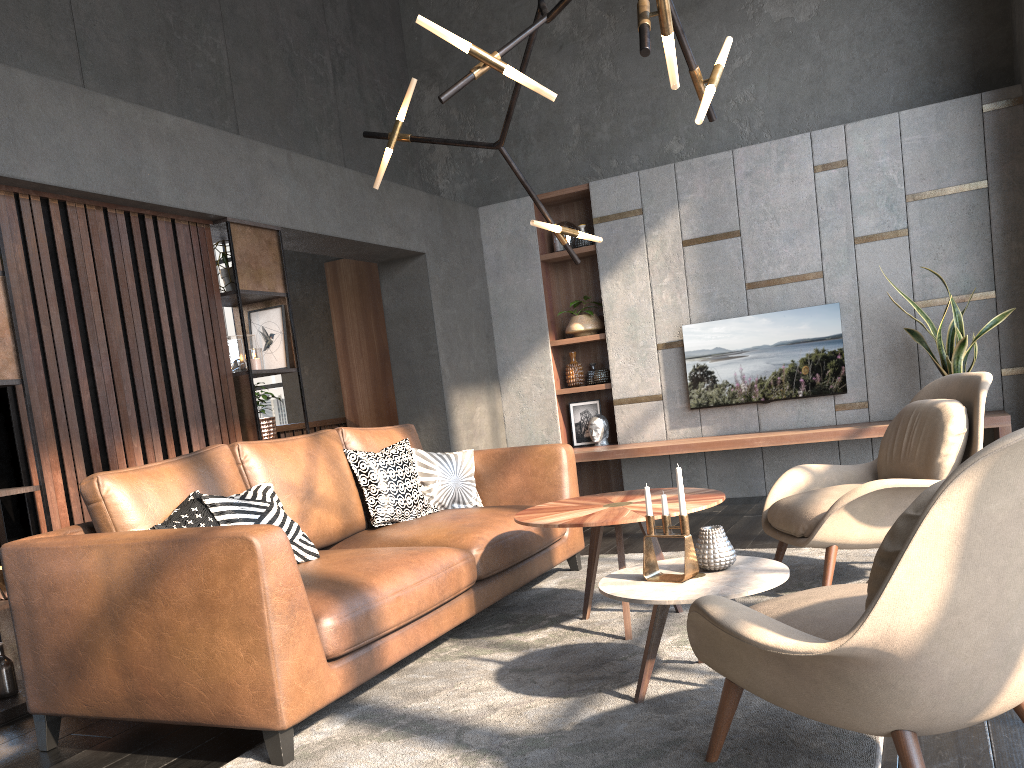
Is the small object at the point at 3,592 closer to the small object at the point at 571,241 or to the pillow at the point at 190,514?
the pillow at the point at 190,514

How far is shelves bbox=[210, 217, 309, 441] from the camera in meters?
4.7

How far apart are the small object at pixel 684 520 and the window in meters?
6.8

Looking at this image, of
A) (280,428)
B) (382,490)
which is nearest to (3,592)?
(382,490)

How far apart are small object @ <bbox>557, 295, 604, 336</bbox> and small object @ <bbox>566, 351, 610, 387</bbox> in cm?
18

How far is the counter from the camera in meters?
7.2

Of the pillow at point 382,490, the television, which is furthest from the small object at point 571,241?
the pillow at point 382,490

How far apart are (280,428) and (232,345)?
2.5m

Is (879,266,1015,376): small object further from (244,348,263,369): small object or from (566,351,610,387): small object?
(244,348,263,369): small object

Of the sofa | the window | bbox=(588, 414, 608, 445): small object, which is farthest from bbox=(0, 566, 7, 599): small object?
the window
